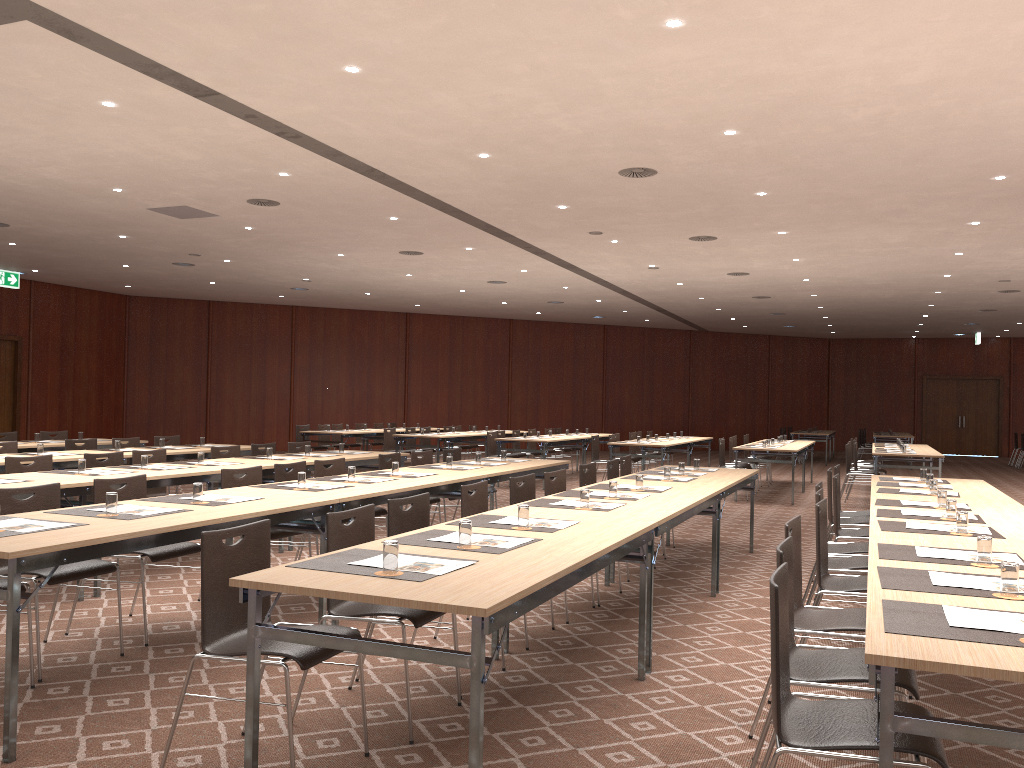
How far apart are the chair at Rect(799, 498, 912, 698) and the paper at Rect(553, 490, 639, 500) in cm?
166

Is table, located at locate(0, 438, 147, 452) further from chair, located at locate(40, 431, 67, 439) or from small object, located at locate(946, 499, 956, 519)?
small object, located at locate(946, 499, 956, 519)

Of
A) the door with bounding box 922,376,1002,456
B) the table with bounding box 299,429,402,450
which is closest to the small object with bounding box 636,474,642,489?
the table with bounding box 299,429,402,450

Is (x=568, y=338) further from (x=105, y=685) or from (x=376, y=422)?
(x=105, y=685)

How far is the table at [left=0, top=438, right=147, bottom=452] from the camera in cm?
1022

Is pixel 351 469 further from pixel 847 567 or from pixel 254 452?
pixel 254 452

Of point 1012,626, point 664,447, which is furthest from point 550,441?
point 1012,626

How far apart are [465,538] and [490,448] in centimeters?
1199cm

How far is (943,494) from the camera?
5.65m

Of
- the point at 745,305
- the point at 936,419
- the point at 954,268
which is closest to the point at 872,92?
the point at 954,268
